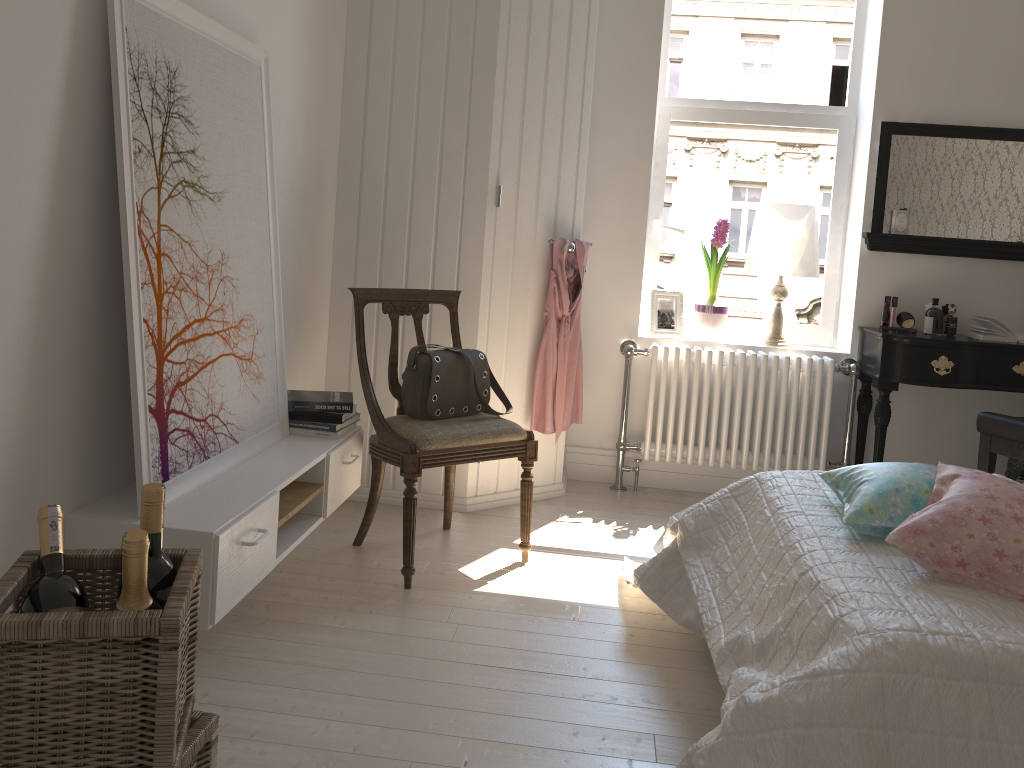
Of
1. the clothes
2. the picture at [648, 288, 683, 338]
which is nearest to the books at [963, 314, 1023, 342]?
the picture at [648, 288, 683, 338]

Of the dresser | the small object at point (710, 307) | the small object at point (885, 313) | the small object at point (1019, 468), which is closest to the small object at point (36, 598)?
the dresser

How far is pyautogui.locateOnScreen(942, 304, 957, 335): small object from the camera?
3.74m

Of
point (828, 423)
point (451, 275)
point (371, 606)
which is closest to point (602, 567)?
point (371, 606)

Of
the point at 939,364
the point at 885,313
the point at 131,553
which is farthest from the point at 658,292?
the point at 131,553

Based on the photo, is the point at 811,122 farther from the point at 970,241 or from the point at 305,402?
the point at 305,402

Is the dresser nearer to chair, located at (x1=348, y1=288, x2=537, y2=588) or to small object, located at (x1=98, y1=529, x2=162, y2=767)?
chair, located at (x1=348, y1=288, x2=537, y2=588)

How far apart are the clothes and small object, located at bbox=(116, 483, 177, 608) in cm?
233

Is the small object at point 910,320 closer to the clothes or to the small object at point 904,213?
the small object at point 904,213

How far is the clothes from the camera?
3.6 meters
